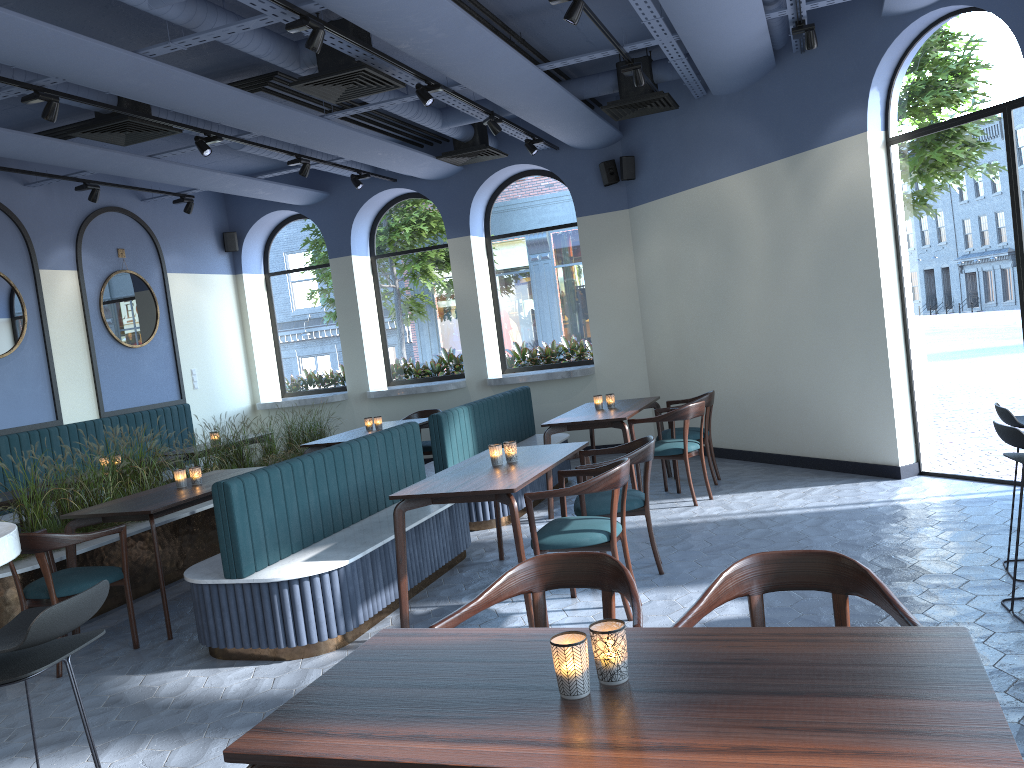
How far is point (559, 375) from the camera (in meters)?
9.86

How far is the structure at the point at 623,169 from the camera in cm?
942

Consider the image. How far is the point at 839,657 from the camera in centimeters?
186cm

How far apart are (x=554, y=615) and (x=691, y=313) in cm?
497

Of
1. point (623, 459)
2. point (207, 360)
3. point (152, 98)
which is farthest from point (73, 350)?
point (623, 459)

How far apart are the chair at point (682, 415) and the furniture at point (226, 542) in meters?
1.1 m

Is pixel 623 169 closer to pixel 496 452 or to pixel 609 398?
pixel 609 398

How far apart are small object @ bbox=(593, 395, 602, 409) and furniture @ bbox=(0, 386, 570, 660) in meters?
0.8

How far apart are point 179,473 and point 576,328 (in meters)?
5.68

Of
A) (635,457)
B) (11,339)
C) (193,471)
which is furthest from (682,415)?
(11,339)
